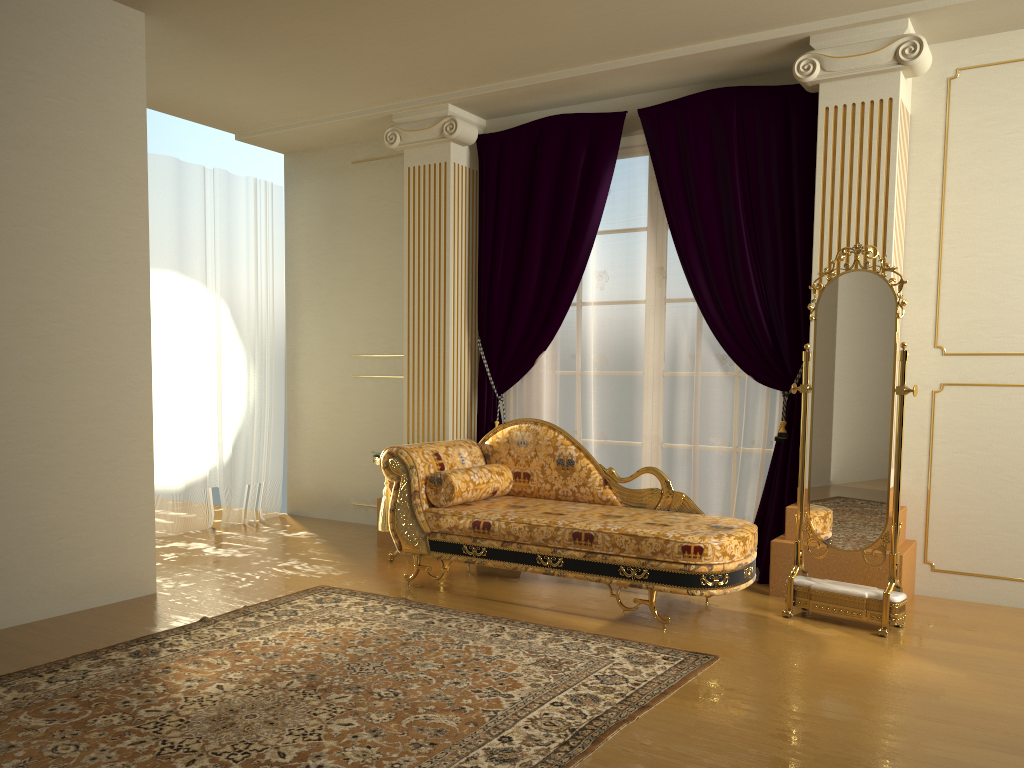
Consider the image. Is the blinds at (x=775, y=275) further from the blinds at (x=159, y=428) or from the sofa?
the blinds at (x=159, y=428)

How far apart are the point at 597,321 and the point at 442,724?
3.1 meters

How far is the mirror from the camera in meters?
3.8 m

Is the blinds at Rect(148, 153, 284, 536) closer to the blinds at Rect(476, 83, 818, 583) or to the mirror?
the blinds at Rect(476, 83, 818, 583)

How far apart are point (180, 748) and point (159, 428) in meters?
3.7 m

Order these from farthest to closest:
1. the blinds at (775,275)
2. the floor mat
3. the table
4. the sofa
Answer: the table
the blinds at (775,275)
the sofa
the floor mat

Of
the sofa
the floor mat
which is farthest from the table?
the floor mat

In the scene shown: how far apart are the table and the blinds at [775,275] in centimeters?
79cm

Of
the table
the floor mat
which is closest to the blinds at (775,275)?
the table

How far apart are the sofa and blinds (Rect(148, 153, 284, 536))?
2.1m
